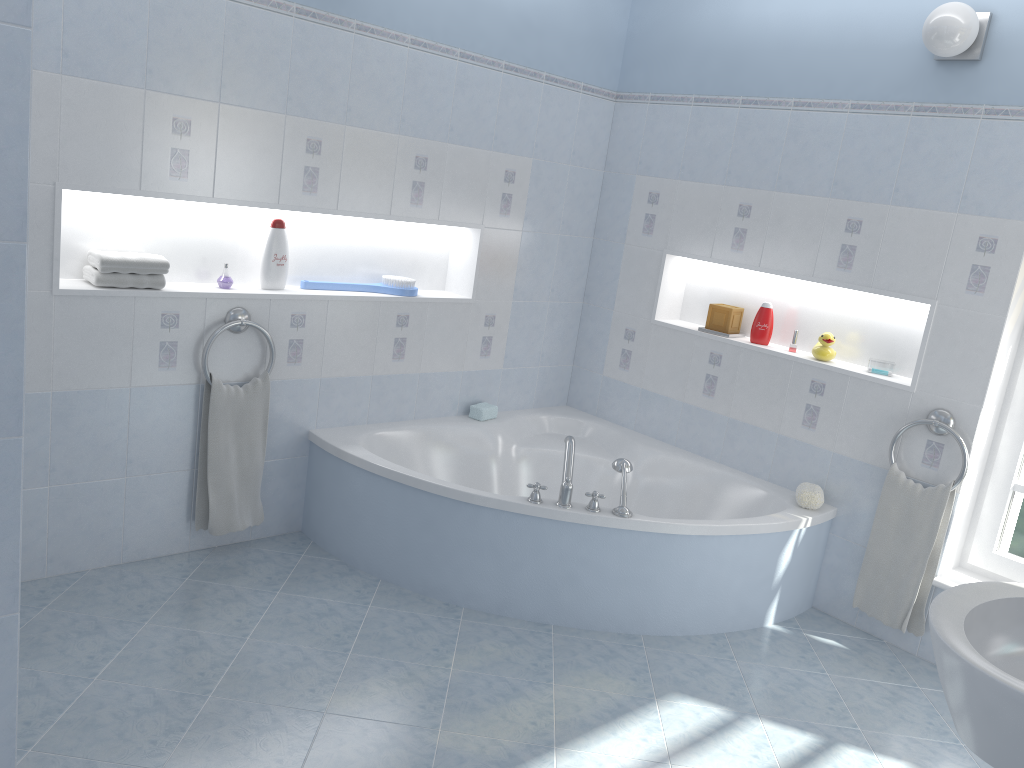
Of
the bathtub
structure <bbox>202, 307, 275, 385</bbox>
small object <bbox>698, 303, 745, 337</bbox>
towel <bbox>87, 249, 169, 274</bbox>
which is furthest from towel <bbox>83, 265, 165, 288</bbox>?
small object <bbox>698, 303, 745, 337</bbox>

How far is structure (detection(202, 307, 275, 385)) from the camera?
3.2 meters

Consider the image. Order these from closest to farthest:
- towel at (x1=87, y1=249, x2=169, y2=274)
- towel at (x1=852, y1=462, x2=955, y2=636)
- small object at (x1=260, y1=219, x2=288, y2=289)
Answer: towel at (x1=87, y1=249, x2=169, y2=274) → towel at (x1=852, y1=462, x2=955, y2=636) → small object at (x1=260, y1=219, x2=288, y2=289)

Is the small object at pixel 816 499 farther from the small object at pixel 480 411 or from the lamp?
the lamp

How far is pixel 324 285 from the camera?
3.6m

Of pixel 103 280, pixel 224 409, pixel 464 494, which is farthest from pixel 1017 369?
pixel 103 280

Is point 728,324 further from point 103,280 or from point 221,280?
point 103,280

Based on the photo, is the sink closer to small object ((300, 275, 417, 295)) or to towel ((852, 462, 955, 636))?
towel ((852, 462, 955, 636))

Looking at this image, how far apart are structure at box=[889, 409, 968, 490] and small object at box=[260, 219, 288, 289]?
2.4m

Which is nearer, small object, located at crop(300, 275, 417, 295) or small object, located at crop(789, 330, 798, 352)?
small object, located at crop(300, 275, 417, 295)
